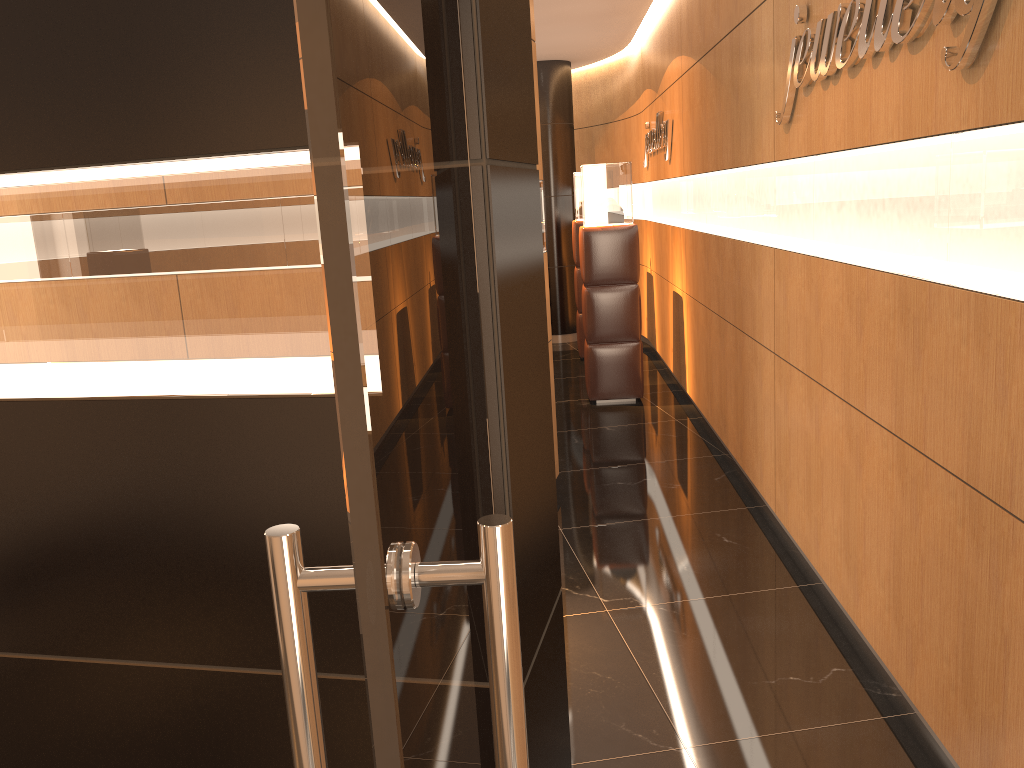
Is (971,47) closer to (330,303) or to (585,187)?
(330,303)

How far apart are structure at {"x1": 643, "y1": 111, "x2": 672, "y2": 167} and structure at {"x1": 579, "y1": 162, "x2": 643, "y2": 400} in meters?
0.5 m

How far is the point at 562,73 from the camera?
10.33m

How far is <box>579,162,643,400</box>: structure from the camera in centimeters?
724cm

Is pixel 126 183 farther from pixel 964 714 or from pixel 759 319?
Answer: pixel 759 319

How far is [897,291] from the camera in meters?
2.8

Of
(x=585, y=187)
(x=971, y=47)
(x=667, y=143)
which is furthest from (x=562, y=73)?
(x=971, y=47)

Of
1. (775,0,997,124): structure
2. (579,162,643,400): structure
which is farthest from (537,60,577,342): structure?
(775,0,997,124): structure

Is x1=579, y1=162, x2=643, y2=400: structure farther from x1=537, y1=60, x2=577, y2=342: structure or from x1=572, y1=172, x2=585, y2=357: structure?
x1=537, y1=60, x2=577, y2=342: structure

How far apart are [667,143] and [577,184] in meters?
1.9
